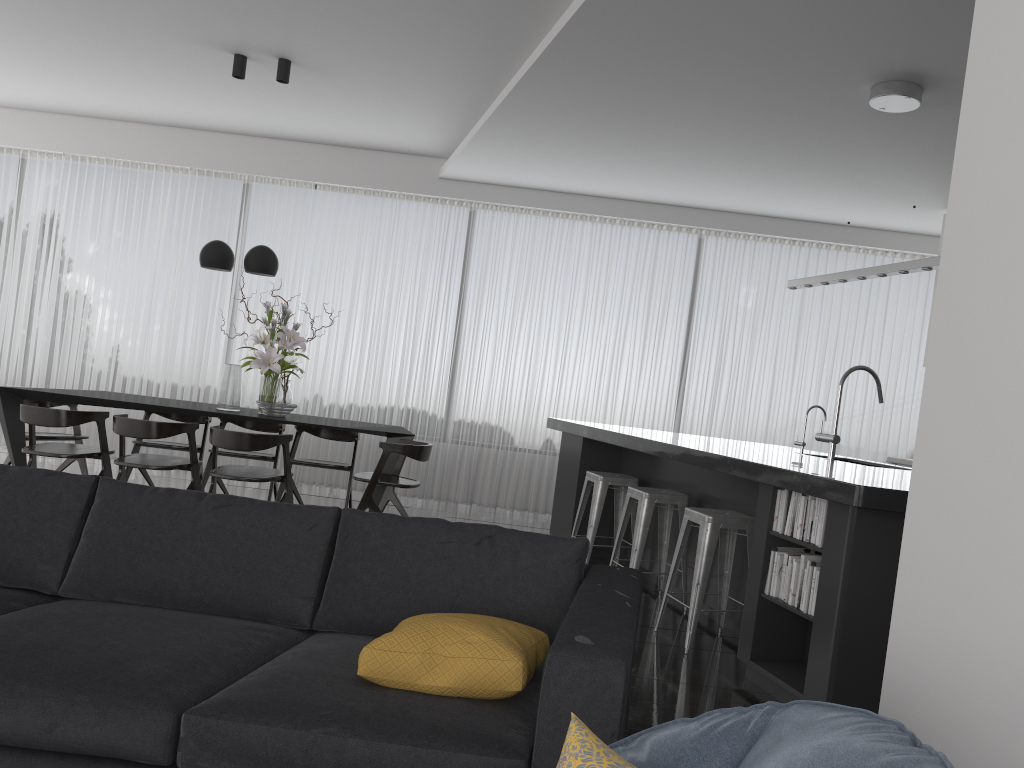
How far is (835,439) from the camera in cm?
474

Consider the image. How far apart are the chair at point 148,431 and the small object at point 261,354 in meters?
0.6 m

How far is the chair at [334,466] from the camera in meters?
6.7 m

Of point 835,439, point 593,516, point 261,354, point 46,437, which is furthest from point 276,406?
point 835,439

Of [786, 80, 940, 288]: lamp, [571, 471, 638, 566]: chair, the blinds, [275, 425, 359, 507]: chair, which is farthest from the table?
[786, 80, 940, 288]: lamp

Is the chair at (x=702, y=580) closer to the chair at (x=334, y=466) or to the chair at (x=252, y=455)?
the chair at (x=334, y=466)

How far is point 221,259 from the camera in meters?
6.4 m

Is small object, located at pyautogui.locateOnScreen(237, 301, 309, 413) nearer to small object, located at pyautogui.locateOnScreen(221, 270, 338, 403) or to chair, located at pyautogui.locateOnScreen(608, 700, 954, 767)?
small object, located at pyautogui.locateOnScreen(221, 270, 338, 403)

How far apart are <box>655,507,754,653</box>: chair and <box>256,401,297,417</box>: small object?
3.1 meters

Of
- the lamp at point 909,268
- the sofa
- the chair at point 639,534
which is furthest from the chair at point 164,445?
the lamp at point 909,268
